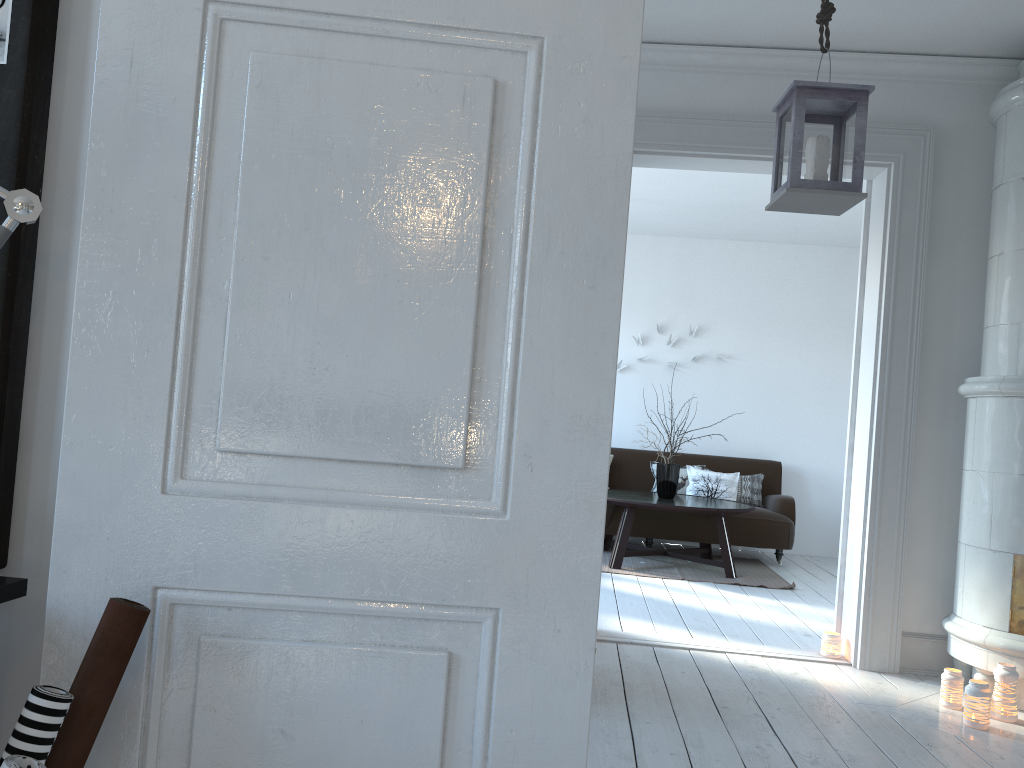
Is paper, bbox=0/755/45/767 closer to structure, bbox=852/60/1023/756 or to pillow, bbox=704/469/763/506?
structure, bbox=852/60/1023/756

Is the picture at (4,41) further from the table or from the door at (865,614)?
the table

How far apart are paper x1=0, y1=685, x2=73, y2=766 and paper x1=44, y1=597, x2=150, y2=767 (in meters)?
0.02

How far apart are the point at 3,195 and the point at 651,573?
5.65m

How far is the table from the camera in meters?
6.2

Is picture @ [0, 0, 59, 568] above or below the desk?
above

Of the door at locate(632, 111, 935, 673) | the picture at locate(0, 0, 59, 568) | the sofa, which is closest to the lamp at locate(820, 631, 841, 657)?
the door at locate(632, 111, 935, 673)

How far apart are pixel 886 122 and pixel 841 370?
4.19m

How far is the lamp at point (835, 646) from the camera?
4.1m

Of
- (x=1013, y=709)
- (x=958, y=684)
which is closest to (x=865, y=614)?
(x=958, y=684)
